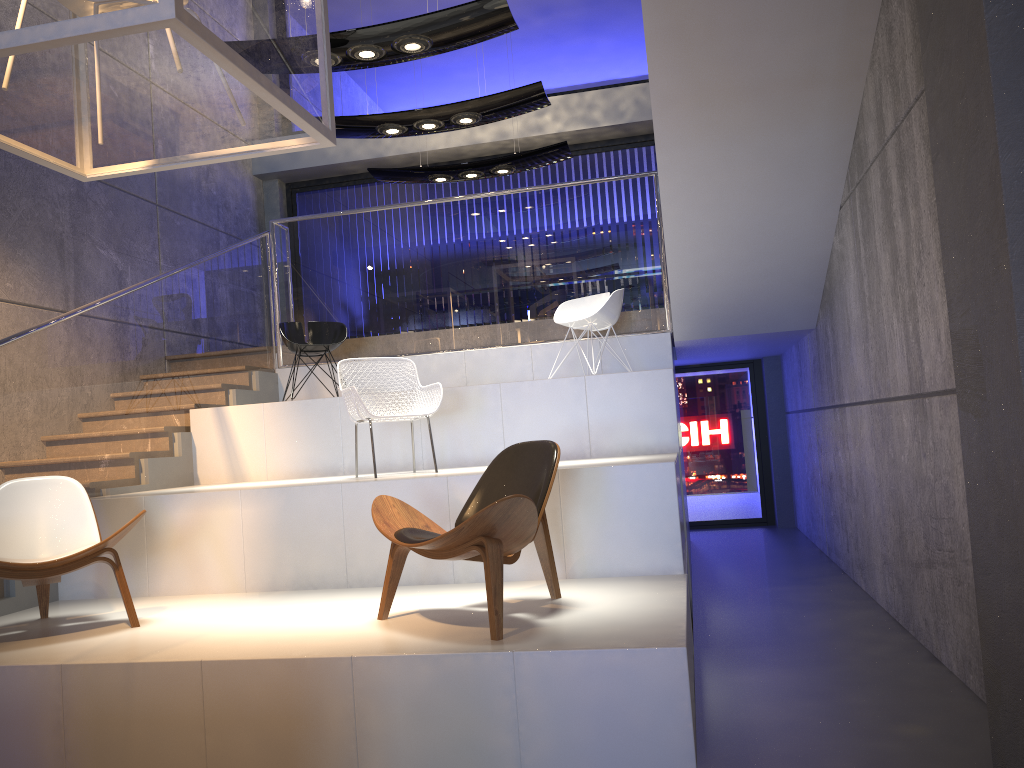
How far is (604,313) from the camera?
7.00m

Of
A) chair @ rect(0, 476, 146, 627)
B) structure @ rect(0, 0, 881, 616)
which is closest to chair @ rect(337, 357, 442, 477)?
chair @ rect(0, 476, 146, 627)

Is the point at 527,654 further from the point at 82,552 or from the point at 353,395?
the point at 353,395

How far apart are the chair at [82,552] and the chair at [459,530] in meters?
1.2 m

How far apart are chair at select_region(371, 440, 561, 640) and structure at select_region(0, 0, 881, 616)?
2.0 meters

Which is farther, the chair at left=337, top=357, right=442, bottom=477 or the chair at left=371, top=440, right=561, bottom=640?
the chair at left=337, top=357, right=442, bottom=477

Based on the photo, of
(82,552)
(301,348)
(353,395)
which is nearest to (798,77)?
(353,395)

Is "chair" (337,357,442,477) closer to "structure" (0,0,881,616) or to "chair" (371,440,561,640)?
"chair" (371,440,561,640)

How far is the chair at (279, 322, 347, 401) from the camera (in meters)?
7.43

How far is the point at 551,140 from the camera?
10.3m
